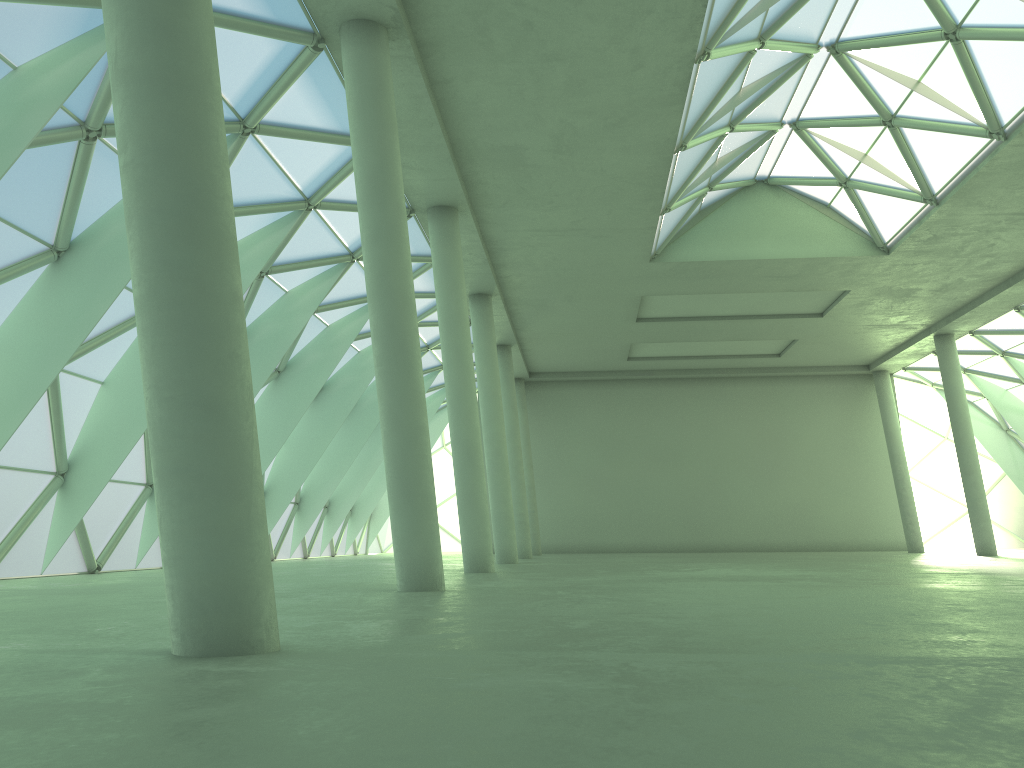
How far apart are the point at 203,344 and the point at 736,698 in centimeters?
525cm

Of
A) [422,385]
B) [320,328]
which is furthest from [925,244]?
[422,385]
